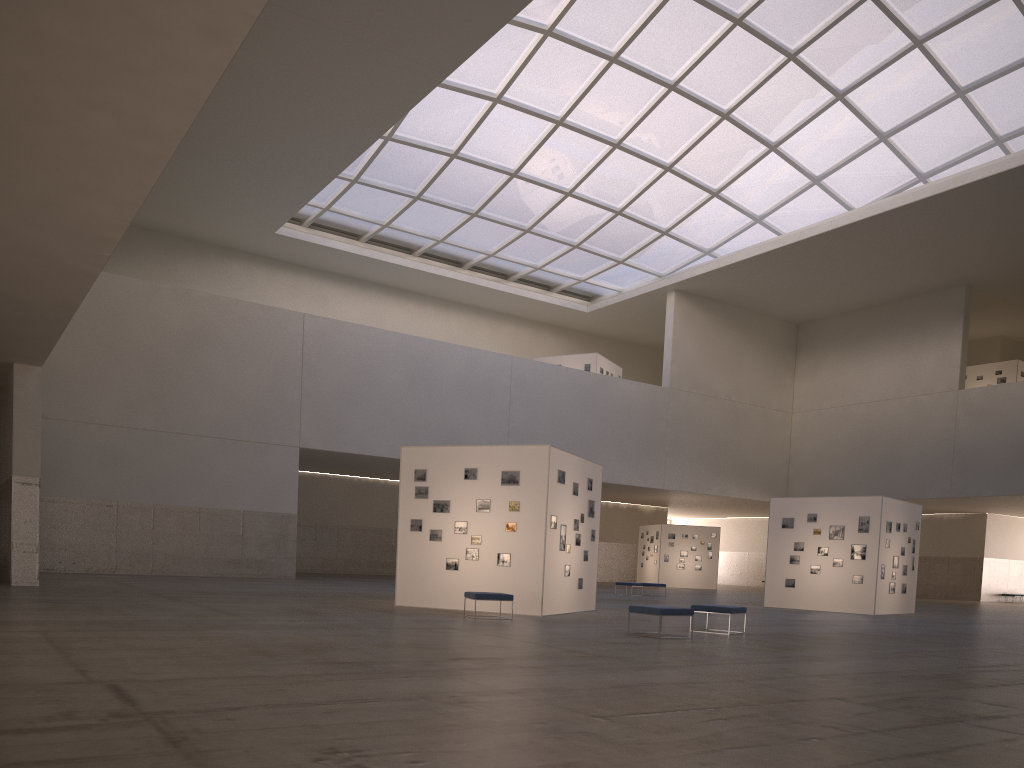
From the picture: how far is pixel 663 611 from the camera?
17.36m

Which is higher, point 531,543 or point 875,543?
point 875,543

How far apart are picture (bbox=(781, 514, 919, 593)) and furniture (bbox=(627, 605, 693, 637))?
18.0m

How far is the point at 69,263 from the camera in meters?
17.2 m

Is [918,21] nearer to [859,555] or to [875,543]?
[875,543]

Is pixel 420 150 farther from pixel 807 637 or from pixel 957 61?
pixel 807 637

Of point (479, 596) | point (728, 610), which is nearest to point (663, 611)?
point (728, 610)

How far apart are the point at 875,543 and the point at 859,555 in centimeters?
75cm

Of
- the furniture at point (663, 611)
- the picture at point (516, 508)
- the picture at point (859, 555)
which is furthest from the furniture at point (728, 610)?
the picture at point (859, 555)

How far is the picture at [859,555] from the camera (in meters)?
33.01
